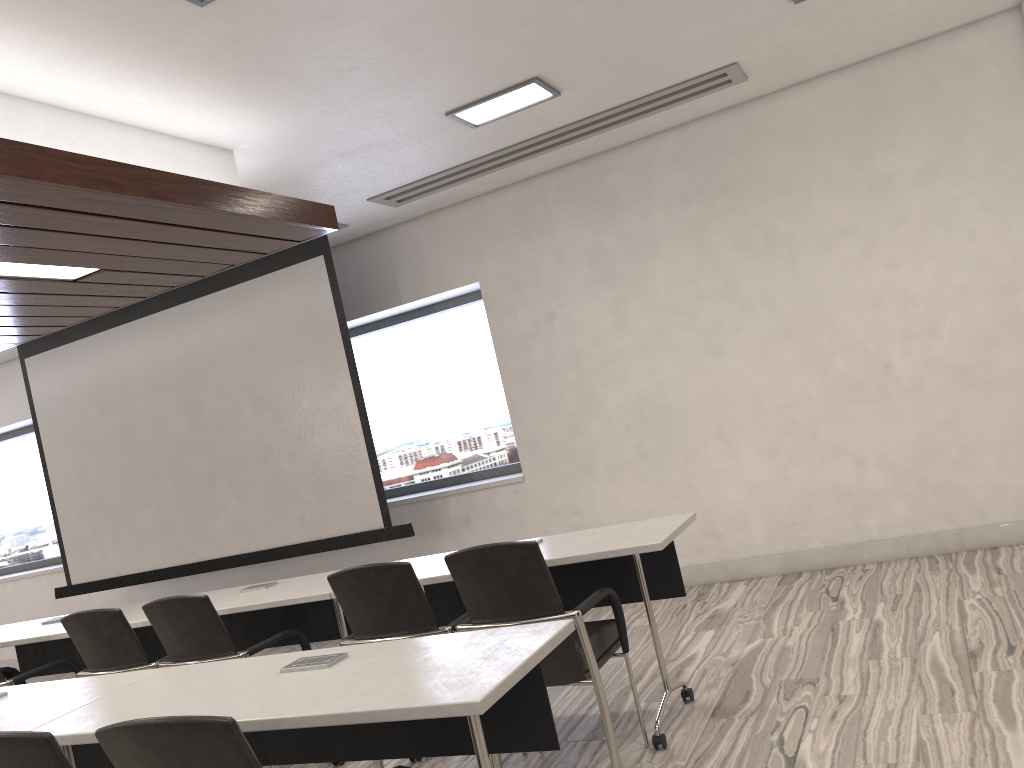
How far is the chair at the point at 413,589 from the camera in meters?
3.3 m

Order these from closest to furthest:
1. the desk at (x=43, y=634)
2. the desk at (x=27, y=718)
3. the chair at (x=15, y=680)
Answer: the desk at (x=27, y=718)
the chair at (x=15, y=680)
the desk at (x=43, y=634)

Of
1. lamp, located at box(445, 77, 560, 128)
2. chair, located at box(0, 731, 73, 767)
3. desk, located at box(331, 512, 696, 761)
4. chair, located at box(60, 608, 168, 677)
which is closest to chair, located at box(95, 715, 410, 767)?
chair, located at box(0, 731, 73, 767)

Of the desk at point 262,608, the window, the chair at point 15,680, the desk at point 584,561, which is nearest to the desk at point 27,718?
the desk at point 262,608

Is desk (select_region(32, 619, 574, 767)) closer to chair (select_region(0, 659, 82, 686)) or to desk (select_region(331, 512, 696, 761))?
desk (select_region(331, 512, 696, 761))

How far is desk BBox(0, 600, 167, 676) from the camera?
4.68m

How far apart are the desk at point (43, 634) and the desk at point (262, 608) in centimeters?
24cm

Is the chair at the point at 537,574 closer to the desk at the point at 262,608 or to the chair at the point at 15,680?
the desk at the point at 262,608

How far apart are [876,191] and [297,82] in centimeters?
341cm

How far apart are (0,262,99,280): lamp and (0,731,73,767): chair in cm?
253
